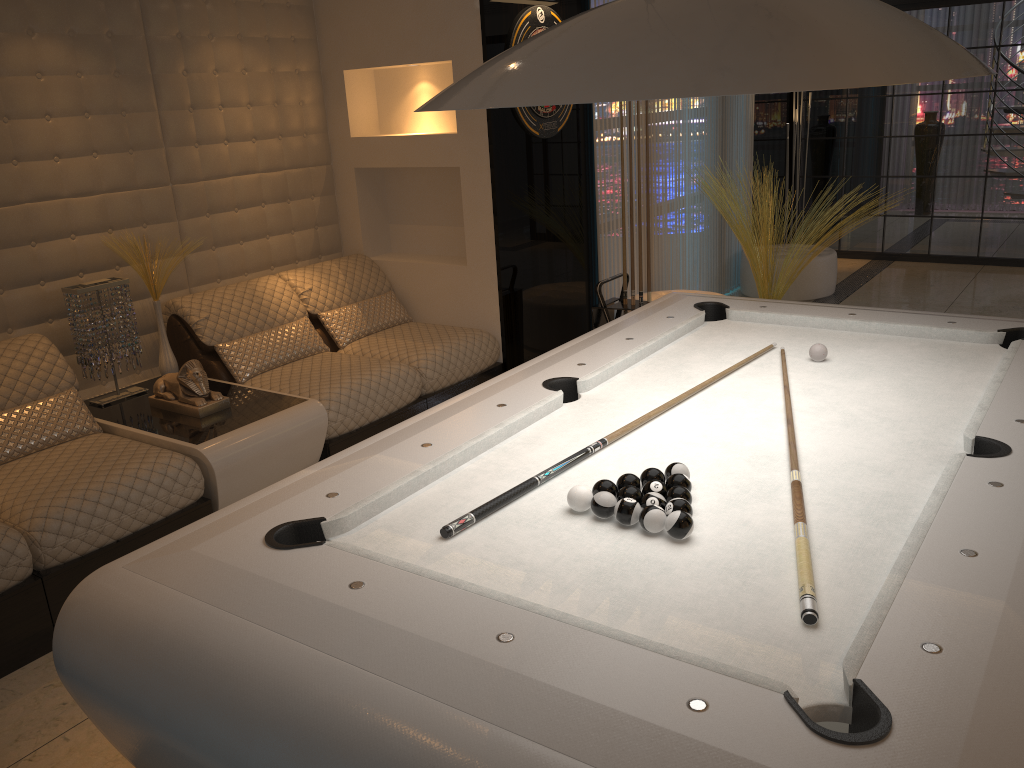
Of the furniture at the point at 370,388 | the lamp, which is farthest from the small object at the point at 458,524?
the furniture at the point at 370,388

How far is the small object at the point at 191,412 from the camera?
3.6m

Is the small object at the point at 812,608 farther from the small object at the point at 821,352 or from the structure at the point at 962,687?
the small object at the point at 821,352

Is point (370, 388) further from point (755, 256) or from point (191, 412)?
point (755, 256)

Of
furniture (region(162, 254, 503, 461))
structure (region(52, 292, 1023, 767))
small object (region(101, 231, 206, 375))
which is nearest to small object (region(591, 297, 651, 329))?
furniture (region(162, 254, 503, 461))

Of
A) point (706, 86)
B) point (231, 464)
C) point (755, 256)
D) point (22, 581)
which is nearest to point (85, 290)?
point (231, 464)

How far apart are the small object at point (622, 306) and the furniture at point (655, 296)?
0.8m

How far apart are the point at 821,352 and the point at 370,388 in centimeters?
202cm

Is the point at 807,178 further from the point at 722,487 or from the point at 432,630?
the point at 432,630

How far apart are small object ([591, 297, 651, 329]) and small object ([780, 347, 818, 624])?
2.4m
